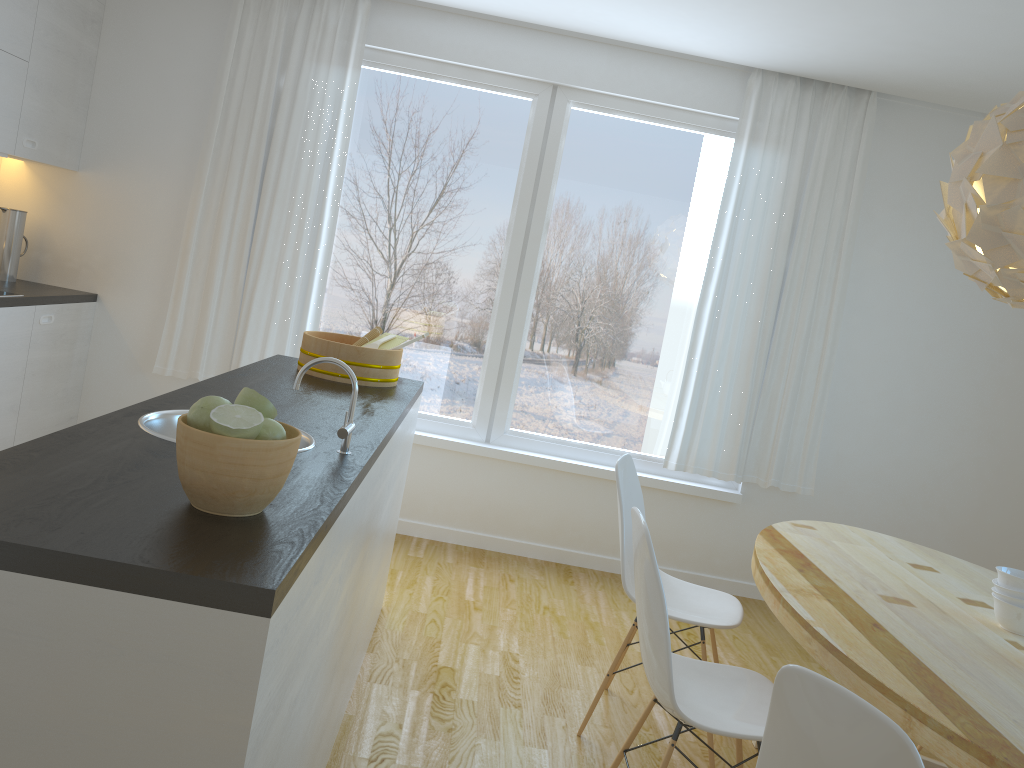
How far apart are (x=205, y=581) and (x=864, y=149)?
4.18m

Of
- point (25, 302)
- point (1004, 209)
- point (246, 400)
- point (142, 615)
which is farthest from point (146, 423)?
point (25, 302)

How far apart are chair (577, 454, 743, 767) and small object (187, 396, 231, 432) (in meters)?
1.70

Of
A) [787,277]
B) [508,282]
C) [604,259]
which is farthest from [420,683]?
[787,277]

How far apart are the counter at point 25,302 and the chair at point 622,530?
2.7m

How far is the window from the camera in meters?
4.6 m

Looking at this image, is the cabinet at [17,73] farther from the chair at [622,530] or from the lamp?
the lamp

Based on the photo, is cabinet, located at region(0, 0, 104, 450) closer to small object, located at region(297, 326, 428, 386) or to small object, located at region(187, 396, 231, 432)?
small object, located at region(297, 326, 428, 386)

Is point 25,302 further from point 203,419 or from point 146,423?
point 203,419

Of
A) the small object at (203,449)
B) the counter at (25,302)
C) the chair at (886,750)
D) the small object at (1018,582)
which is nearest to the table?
the small object at (1018,582)
